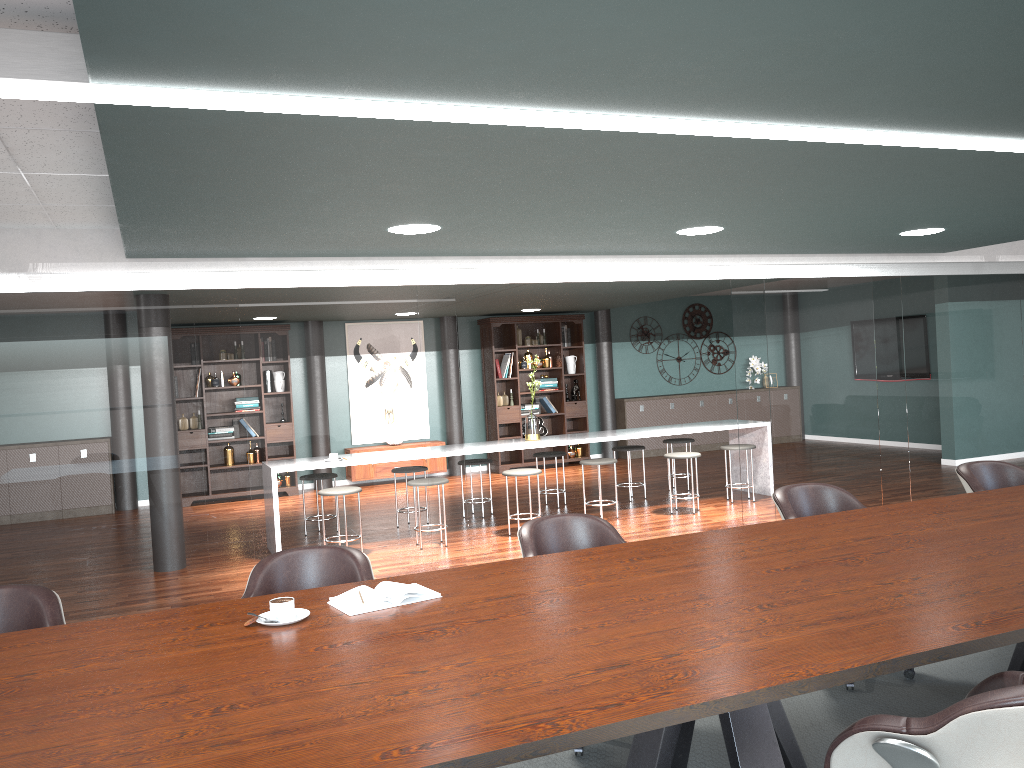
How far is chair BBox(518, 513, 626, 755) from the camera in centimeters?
336cm

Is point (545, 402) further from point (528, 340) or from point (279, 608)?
point (279, 608)

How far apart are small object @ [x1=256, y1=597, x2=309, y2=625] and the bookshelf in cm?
876

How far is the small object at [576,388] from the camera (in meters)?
11.77

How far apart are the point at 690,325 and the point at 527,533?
9.9m

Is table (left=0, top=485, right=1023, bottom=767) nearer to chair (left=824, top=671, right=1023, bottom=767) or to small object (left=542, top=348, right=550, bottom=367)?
chair (left=824, top=671, right=1023, bottom=767)

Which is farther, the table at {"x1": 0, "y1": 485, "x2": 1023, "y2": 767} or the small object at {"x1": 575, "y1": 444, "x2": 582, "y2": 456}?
the small object at {"x1": 575, "y1": 444, "x2": 582, "y2": 456}

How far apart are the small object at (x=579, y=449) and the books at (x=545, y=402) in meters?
0.6

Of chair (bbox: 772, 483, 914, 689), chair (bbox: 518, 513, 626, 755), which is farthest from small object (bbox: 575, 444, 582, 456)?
chair (bbox: 518, 513, 626, 755)

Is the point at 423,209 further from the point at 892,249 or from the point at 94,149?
the point at 892,249
